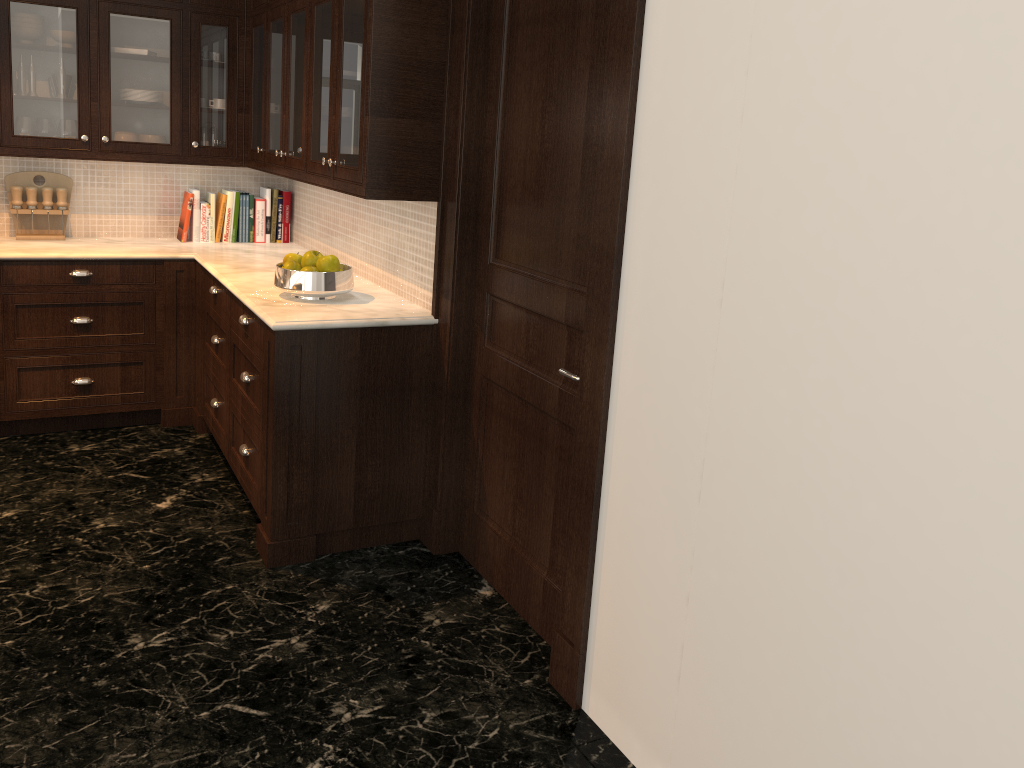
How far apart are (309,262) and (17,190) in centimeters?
203cm

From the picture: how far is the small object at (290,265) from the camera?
3.4 meters

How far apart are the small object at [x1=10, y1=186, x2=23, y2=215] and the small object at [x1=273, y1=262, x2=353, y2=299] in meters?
1.9

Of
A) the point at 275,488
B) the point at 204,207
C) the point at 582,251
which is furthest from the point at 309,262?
the point at 204,207

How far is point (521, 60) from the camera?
2.8m

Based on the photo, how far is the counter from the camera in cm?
319

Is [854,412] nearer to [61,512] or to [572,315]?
[572,315]

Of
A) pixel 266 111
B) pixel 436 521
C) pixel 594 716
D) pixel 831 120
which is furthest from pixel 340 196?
pixel 831 120

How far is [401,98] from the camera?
3.05m

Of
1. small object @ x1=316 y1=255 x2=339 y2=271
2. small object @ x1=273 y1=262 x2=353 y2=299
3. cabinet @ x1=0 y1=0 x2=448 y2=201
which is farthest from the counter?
cabinet @ x1=0 y1=0 x2=448 y2=201
